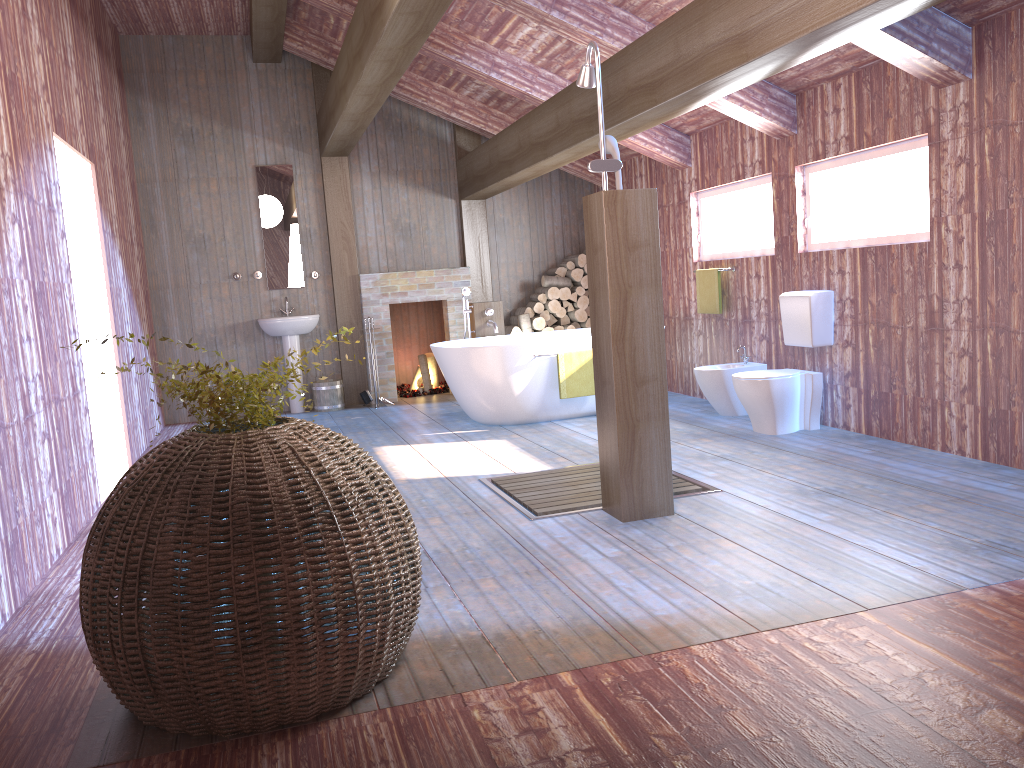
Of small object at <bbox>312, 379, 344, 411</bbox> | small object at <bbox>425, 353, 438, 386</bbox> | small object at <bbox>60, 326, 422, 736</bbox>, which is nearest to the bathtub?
small object at <bbox>312, 379, 344, 411</bbox>

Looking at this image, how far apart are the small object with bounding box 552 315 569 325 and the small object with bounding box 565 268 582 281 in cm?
44

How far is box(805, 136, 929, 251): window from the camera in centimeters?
502cm

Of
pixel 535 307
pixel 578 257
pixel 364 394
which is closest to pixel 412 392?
pixel 364 394

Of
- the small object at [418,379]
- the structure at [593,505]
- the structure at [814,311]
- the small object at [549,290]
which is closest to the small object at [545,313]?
the small object at [549,290]

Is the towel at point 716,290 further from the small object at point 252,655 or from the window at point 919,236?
the small object at point 252,655

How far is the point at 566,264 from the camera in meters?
9.1

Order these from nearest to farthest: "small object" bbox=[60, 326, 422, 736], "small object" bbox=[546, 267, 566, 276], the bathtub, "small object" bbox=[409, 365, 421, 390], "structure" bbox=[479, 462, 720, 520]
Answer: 1. "small object" bbox=[60, 326, 422, 736]
2. "structure" bbox=[479, 462, 720, 520]
3. the bathtub
4. "small object" bbox=[546, 267, 566, 276]
5. "small object" bbox=[409, 365, 421, 390]

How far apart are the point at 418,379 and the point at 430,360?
0.2 meters

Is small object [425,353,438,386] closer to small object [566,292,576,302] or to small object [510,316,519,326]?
A: small object [510,316,519,326]
